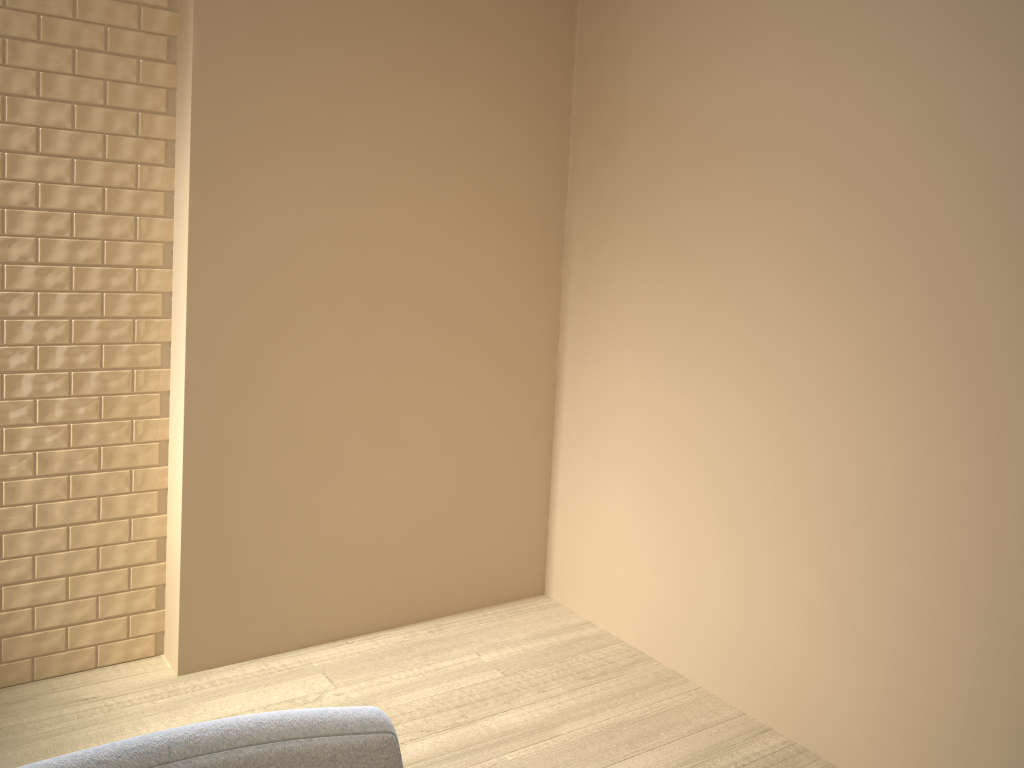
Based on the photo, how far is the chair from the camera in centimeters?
53cm

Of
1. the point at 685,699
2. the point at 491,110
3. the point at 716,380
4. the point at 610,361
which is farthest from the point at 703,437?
the point at 491,110

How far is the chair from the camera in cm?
53

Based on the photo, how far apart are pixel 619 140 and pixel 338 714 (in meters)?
2.21

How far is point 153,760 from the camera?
0.5 meters
